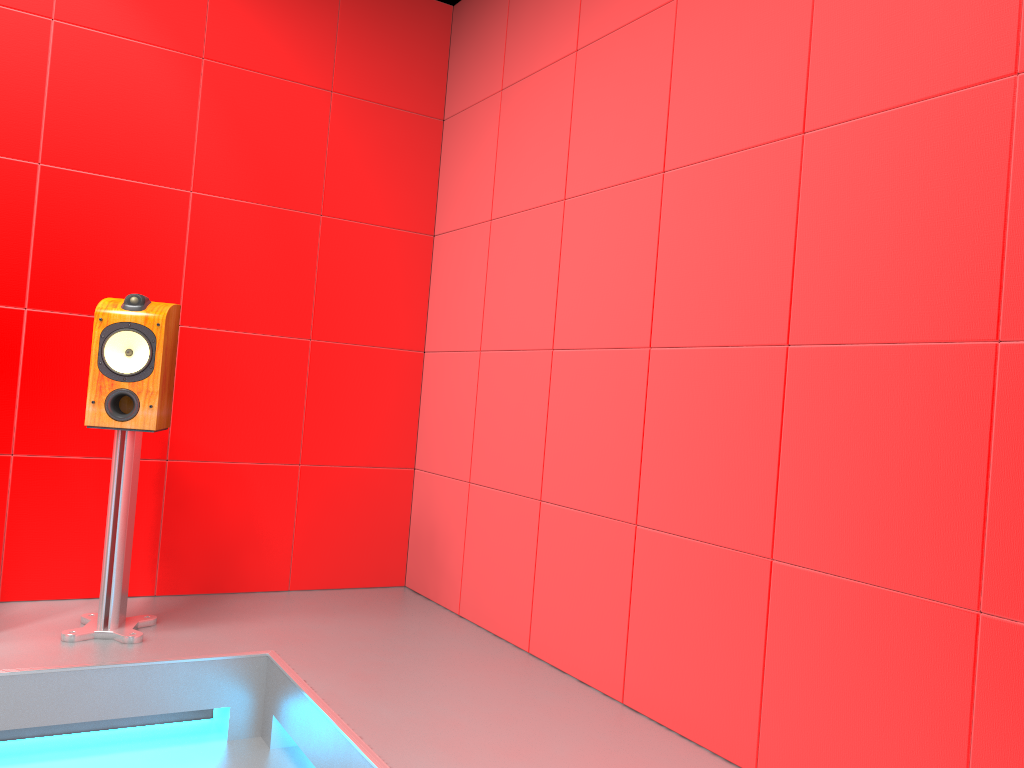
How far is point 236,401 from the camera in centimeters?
339cm

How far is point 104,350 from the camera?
2.7 meters

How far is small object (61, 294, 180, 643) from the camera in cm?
267

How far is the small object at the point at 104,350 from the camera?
2.7m
